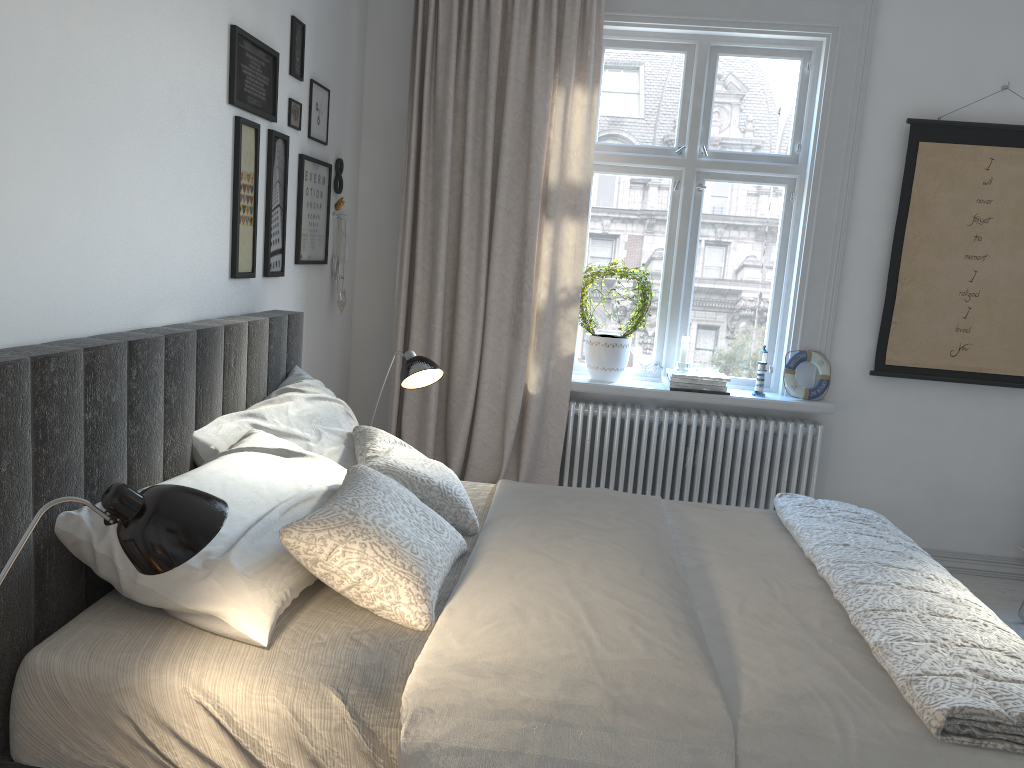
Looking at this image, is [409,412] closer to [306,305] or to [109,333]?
[306,305]

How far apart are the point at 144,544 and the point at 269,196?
2.06m

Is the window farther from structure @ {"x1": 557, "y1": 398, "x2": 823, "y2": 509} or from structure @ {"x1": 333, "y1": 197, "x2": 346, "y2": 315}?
structure @ {"x1": 333, "y1": 197, "x2": 346, "y2": 315}

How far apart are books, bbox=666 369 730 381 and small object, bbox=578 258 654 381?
A: 0.2m

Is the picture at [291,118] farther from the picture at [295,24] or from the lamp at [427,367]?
the lamp at [427,367]

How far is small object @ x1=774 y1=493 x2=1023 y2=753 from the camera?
1.5m

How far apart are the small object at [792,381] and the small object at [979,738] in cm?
126

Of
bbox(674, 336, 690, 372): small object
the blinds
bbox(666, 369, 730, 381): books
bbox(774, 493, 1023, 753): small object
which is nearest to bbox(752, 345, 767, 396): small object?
bbox(666, 369, 730, 381): books

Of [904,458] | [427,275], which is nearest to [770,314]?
[904,458]

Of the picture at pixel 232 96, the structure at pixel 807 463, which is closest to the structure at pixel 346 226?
the picture at pixel 232 96
